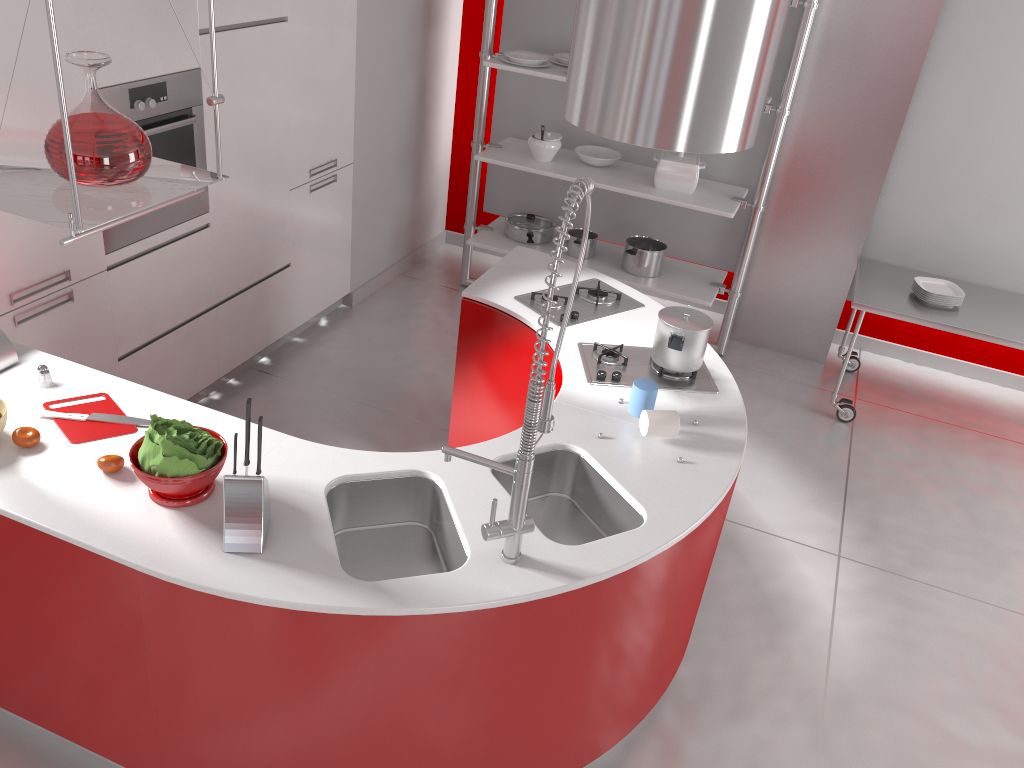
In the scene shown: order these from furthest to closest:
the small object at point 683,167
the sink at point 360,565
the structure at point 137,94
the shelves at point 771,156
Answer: the small object at point 683,167 < the shelves at point 771,156 < the structure at point 137,94 < the sink at point 360,565

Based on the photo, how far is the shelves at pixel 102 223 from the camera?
1.8 meters

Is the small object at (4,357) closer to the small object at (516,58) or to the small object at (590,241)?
the small object at (516,58)

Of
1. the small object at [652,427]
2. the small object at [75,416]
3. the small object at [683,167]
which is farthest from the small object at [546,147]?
the small object at [75,416]

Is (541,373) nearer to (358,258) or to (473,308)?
(473,308)

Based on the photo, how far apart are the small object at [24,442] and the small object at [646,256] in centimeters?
340cm

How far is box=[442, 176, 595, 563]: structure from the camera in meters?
1.8

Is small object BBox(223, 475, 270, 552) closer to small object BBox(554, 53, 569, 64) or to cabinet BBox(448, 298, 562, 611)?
cabinet BBox(448, 298, 562, 611)

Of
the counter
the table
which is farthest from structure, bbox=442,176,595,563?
the table

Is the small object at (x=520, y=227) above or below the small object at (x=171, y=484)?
below
